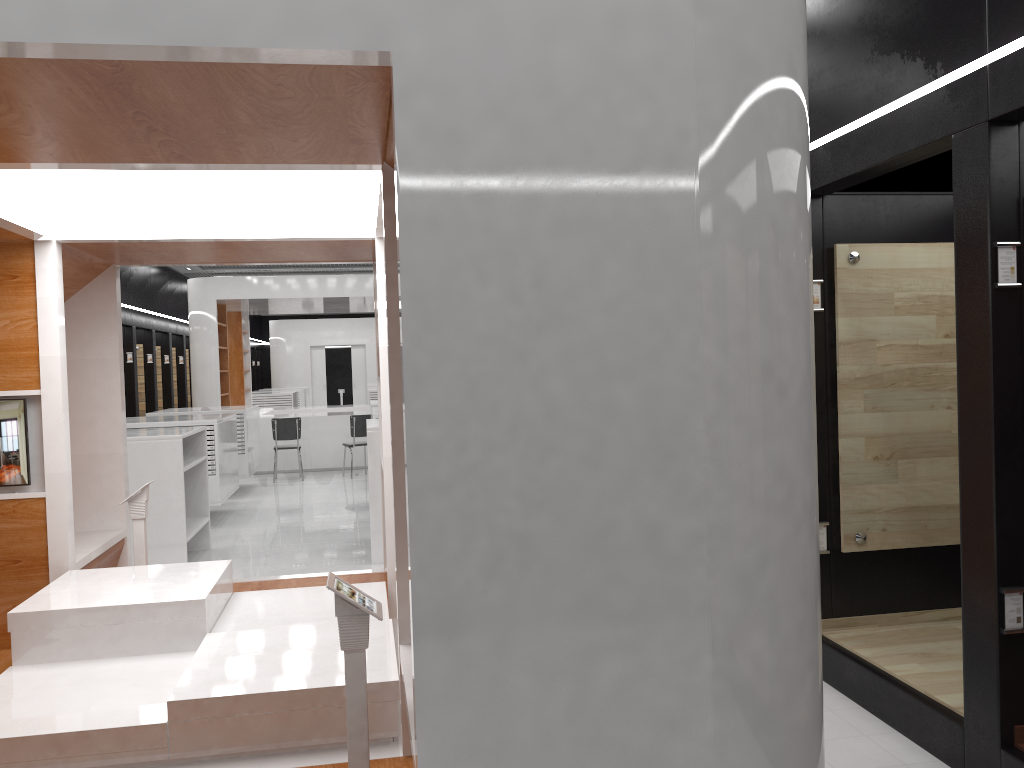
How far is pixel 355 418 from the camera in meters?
13.9

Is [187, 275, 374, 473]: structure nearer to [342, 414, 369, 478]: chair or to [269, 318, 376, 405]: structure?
[342, 414, 369, 478]: chair

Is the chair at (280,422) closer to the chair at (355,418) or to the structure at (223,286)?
the chair at (355,418)

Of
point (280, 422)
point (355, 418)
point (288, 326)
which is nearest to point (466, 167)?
point (355, 418)

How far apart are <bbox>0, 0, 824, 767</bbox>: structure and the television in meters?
0.1

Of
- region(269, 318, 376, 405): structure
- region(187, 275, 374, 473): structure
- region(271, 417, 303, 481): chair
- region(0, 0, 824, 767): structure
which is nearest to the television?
region(0, 0, 824, 767): structure

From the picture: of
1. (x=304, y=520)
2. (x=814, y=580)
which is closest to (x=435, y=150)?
(x=814, y=580)

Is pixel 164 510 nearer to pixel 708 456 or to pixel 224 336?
pixel 708 456

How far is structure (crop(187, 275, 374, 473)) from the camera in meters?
14.8

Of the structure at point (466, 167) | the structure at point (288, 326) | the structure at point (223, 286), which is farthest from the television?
the structure at point (288, 326)
